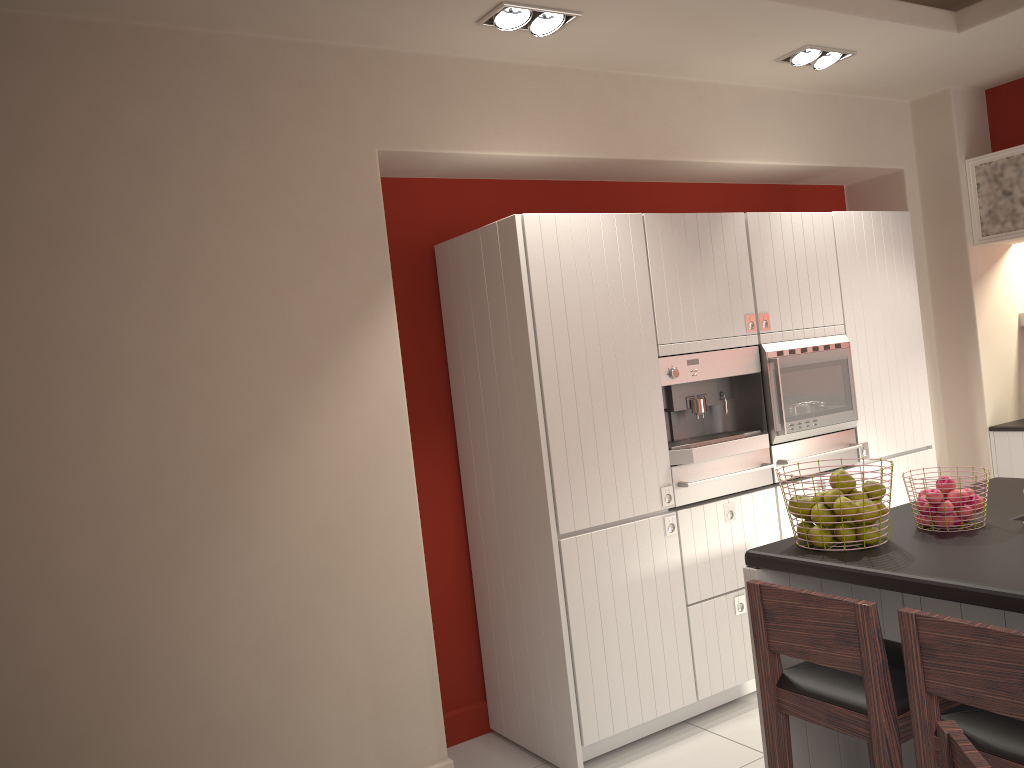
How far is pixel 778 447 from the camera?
4.2 meters

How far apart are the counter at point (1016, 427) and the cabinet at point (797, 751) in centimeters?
252cm

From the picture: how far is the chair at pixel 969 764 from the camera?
1.3m

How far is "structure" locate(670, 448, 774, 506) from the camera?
3.9m

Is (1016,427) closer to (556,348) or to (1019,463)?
(1019,463)

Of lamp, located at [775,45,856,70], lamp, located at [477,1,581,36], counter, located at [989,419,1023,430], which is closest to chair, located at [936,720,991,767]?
lamp, located at [477,1,581,36]

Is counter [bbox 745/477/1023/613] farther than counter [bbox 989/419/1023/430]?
No

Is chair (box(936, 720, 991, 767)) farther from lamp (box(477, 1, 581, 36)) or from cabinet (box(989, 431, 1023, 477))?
cabinet (box(989, 431, 1023, 477))

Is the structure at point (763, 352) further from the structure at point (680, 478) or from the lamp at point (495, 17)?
the lamp at point (495, 17)

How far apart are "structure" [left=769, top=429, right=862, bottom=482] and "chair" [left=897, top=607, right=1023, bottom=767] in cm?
212
